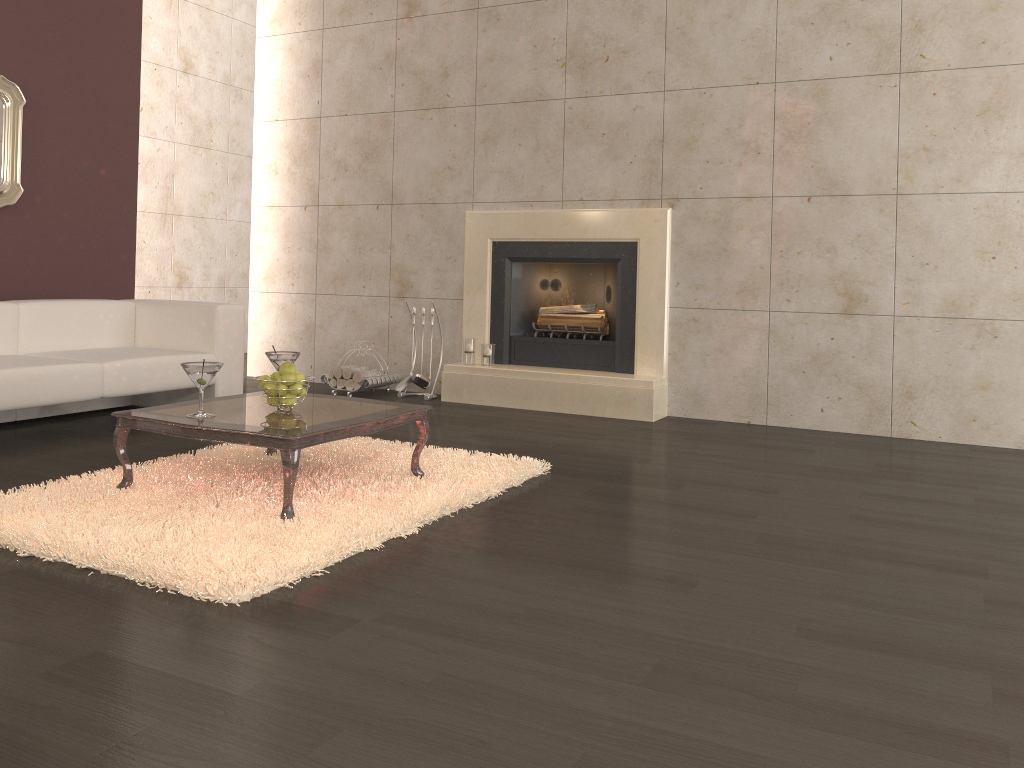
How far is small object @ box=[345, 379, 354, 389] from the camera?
6.3 meters

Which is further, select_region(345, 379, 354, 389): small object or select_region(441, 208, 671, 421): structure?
select_region(345, 379, 354, 389): small object

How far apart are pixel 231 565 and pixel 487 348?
3.7m

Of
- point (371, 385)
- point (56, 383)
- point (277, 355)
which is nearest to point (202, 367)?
point (277, 355)

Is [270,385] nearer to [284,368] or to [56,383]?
[284,368]

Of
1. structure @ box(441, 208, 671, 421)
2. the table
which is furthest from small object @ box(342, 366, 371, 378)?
the table

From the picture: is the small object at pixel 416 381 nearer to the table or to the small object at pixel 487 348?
the small object at pixel 487 348

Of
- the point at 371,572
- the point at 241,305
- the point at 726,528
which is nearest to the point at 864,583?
the point at 726,528

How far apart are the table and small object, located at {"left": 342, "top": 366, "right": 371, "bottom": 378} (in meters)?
2.30

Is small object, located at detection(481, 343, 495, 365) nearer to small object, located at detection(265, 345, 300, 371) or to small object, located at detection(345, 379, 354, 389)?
small object, located at detection(345, 379, 354, 389)
